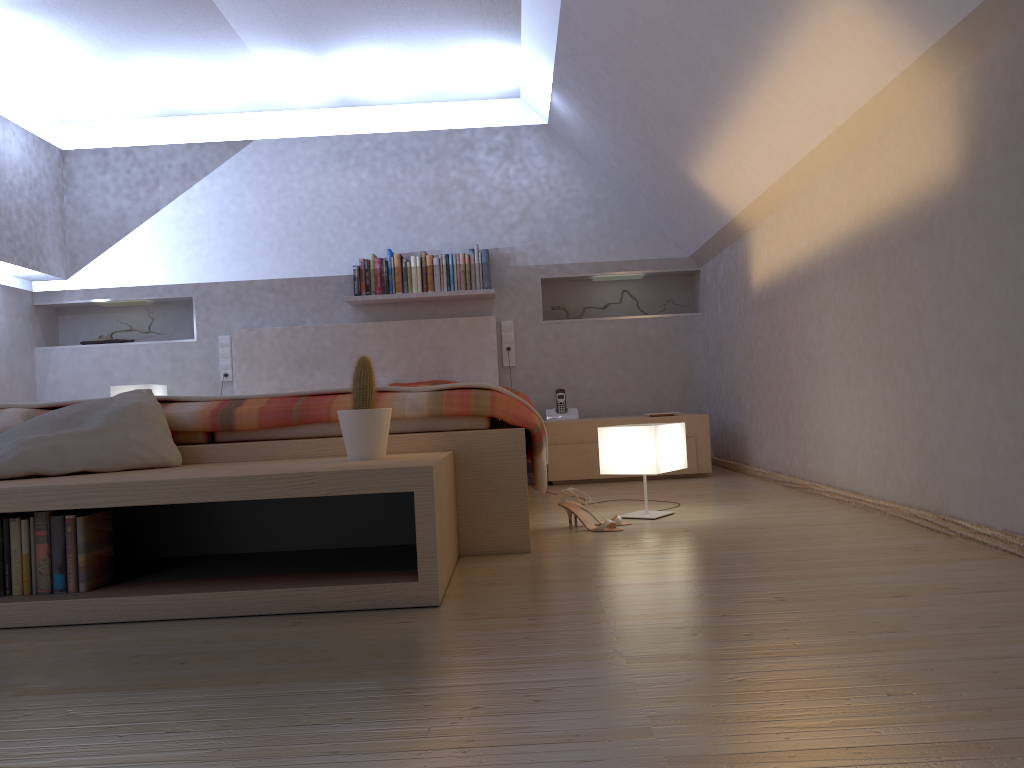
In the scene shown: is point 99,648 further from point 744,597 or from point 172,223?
point 172,223

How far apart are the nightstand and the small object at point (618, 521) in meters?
1.6

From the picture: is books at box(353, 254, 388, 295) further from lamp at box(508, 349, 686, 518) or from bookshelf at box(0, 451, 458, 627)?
bookshelf at box(0, 451, 458, 627)

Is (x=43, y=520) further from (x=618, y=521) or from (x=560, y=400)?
(x=560, y=400)

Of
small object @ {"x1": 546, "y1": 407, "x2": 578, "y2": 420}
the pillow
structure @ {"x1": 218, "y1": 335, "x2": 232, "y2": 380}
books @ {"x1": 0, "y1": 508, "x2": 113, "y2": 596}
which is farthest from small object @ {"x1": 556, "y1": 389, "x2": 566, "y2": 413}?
books @ {"x1": 0, "y1": 508, "x2": 113, "y2": 596}

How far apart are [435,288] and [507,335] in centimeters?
55cm

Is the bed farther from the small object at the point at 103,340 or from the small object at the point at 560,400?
the small object at the point at 103,340

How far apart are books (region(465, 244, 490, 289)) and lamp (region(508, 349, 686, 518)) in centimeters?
240cm

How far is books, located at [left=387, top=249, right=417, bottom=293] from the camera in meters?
5.4 m

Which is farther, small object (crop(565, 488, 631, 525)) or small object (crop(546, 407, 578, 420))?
small object (crop(546, 407, 578, 420))
